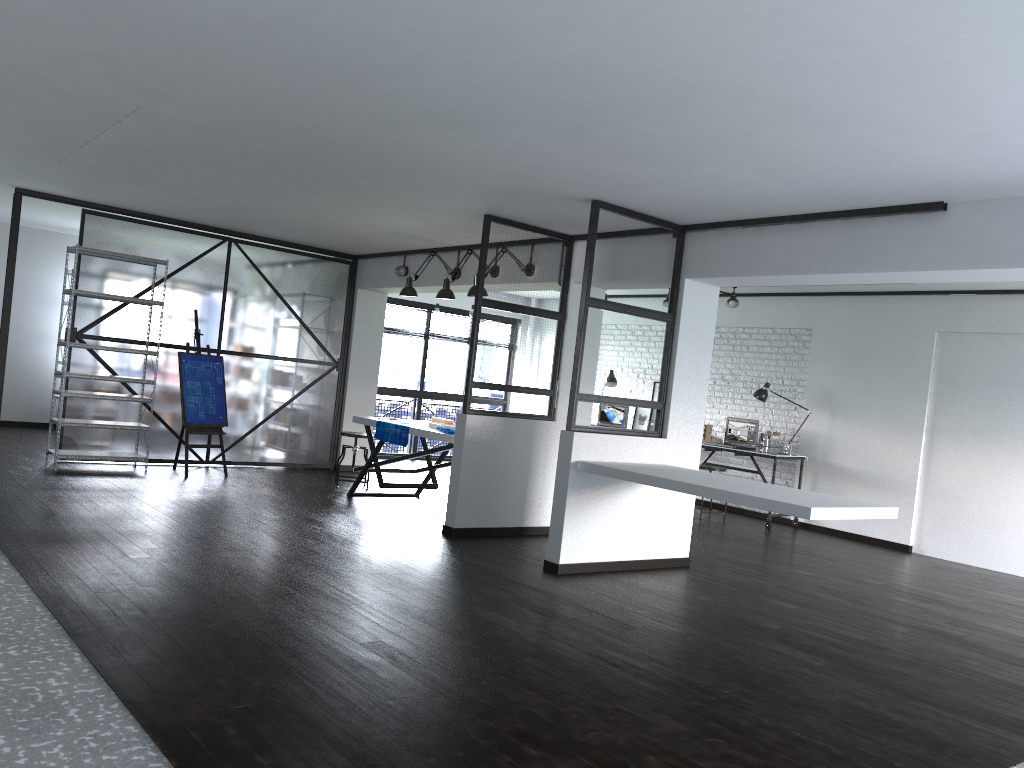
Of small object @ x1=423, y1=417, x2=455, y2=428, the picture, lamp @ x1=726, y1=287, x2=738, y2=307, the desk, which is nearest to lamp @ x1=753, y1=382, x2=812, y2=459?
the desk

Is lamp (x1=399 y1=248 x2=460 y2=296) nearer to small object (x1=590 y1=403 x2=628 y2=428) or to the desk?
the desk

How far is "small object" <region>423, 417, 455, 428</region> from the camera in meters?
7.1 m

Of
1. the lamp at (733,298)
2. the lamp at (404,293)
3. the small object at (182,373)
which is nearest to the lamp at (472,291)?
the lamp at (404,293)

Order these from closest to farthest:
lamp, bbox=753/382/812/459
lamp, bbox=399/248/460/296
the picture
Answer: lamp, bbox=399/248/460/296, lamp, bbox=753/382/812/459, the picture

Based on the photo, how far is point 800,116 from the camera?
3.5m

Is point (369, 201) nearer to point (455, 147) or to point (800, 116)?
point (455, 147)

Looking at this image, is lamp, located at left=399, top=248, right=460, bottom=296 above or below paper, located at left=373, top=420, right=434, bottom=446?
above

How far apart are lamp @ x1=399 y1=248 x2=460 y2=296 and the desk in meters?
3.6 m

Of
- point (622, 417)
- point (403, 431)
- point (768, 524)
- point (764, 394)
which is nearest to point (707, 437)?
point (764, 394)
